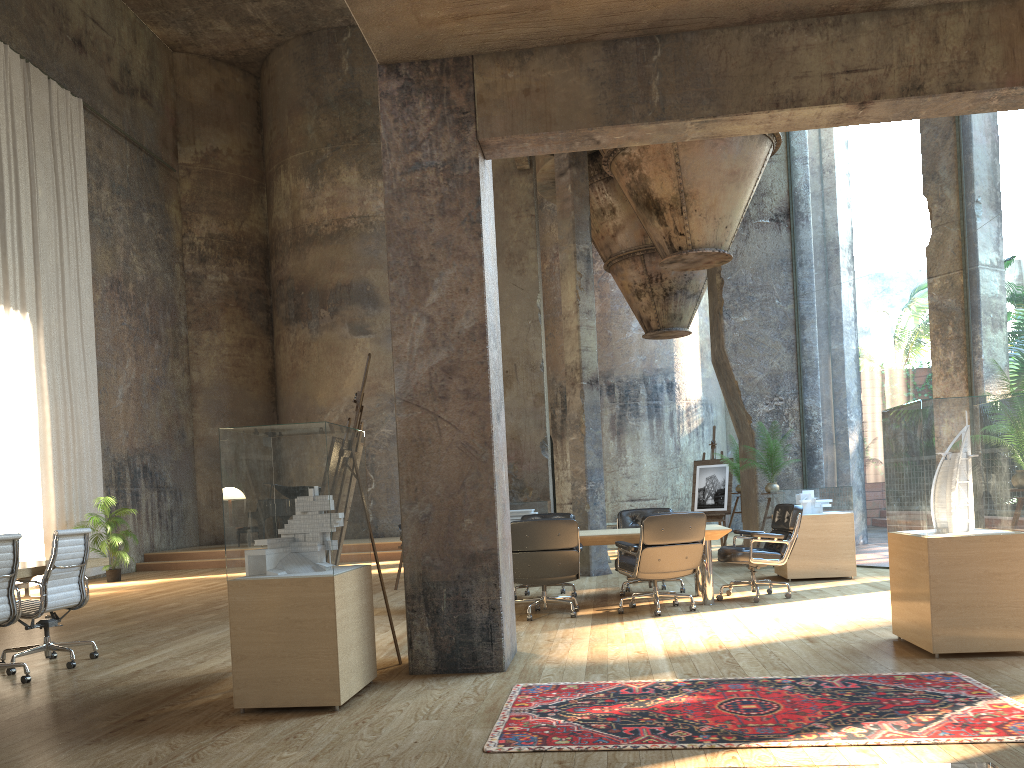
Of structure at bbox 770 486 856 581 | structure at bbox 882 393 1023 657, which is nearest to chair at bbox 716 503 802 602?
structure at bbox 770 486 856 581

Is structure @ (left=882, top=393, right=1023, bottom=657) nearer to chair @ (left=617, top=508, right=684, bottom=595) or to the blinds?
chair @ (left=617, top=508, right=684, bottom=595)

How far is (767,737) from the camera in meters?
3.6 m

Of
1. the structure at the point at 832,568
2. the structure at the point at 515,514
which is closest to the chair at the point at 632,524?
the structure at the point at 832,568

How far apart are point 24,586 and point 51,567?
6.73m

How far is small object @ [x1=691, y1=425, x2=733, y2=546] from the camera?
14.3 meters

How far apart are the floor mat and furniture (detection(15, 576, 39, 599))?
9.8 meters

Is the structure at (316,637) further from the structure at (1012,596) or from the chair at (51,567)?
the structure at (1012,596)

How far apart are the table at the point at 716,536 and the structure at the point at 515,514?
5.0m

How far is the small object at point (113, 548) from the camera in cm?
1458
